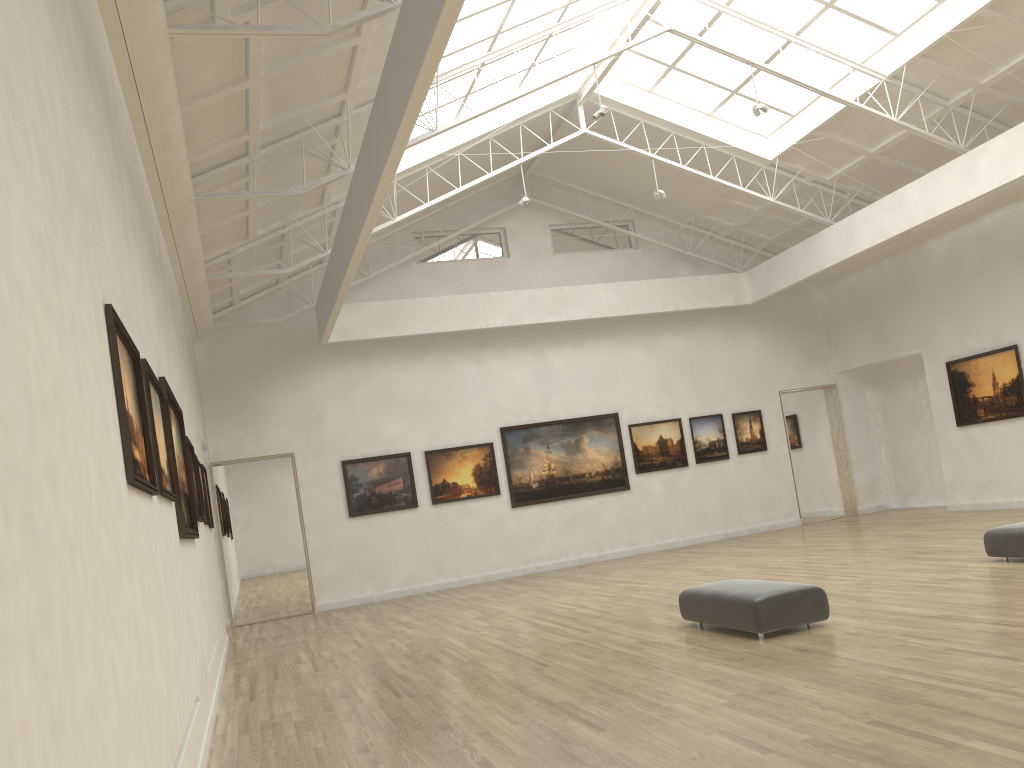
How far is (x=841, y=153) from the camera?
28.96m
